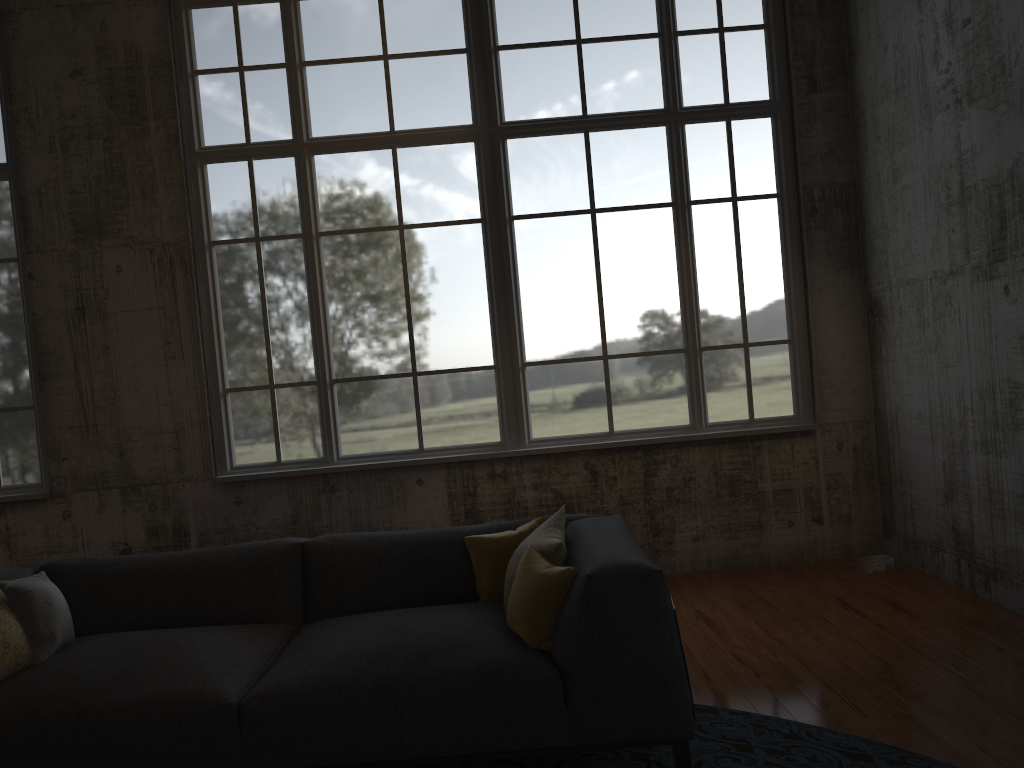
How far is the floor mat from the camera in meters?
3.1

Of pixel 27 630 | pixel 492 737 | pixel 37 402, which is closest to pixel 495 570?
pixel 492 737

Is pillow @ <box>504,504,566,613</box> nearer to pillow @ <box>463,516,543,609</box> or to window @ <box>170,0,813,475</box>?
pillow @ <box>463,516,543,609</box>

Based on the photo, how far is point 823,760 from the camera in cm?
315

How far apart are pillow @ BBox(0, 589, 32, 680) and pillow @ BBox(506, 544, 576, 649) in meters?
1.8

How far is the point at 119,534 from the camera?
6.17m

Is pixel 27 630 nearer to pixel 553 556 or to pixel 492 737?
pixel 492 737

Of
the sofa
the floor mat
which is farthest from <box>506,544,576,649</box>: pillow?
the floor mat

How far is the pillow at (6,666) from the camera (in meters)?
3.11

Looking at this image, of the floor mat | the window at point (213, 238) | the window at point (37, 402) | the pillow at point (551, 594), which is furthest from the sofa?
the window at point (37, 402)
